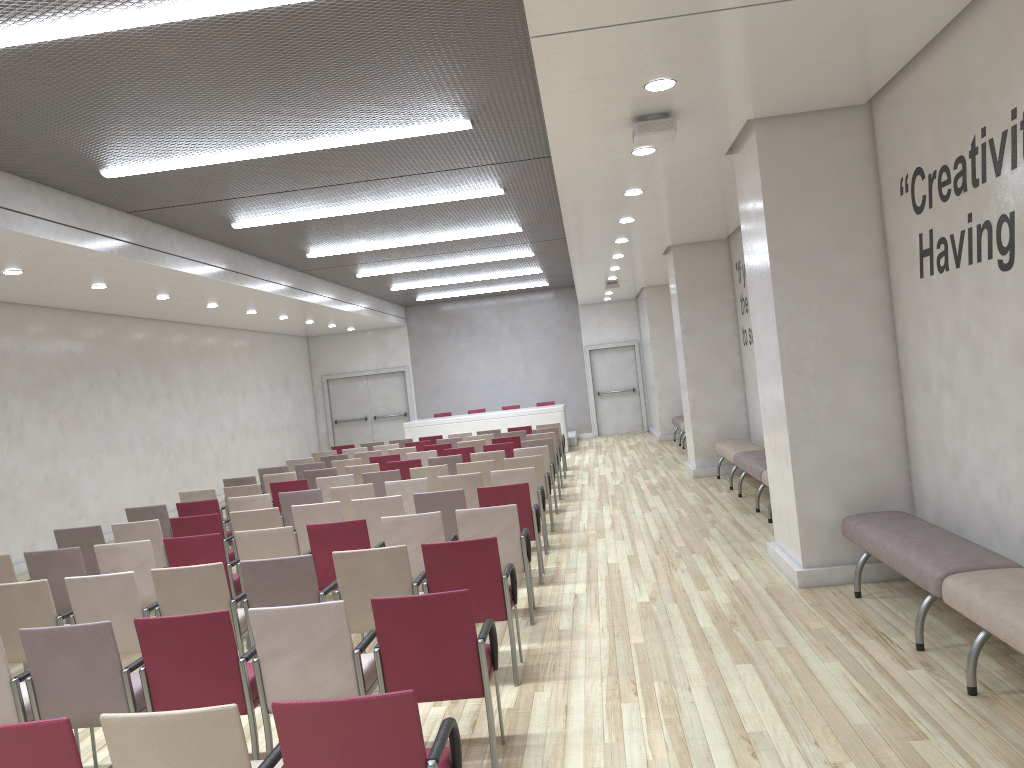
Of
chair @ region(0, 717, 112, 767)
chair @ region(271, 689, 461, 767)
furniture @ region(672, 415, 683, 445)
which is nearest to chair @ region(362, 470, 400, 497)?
chair @ region(271, 689, 461, 767)

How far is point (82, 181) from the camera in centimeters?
808cm

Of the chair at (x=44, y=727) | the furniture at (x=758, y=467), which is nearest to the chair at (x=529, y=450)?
the furniture at (x=758, y=467)

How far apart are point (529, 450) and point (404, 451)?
3.27m

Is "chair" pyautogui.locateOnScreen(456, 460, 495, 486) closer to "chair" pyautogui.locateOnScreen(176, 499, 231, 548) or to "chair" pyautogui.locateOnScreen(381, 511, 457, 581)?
"chair" pyautogui.locateOnScreen(176, 499, 231, 548)

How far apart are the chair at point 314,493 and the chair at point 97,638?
4.4m

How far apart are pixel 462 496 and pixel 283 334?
15.6m

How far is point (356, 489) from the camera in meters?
8.9 m

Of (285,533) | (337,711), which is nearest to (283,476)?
(285,533)

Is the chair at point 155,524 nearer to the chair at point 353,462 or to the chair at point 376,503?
the chair at point 376,503
